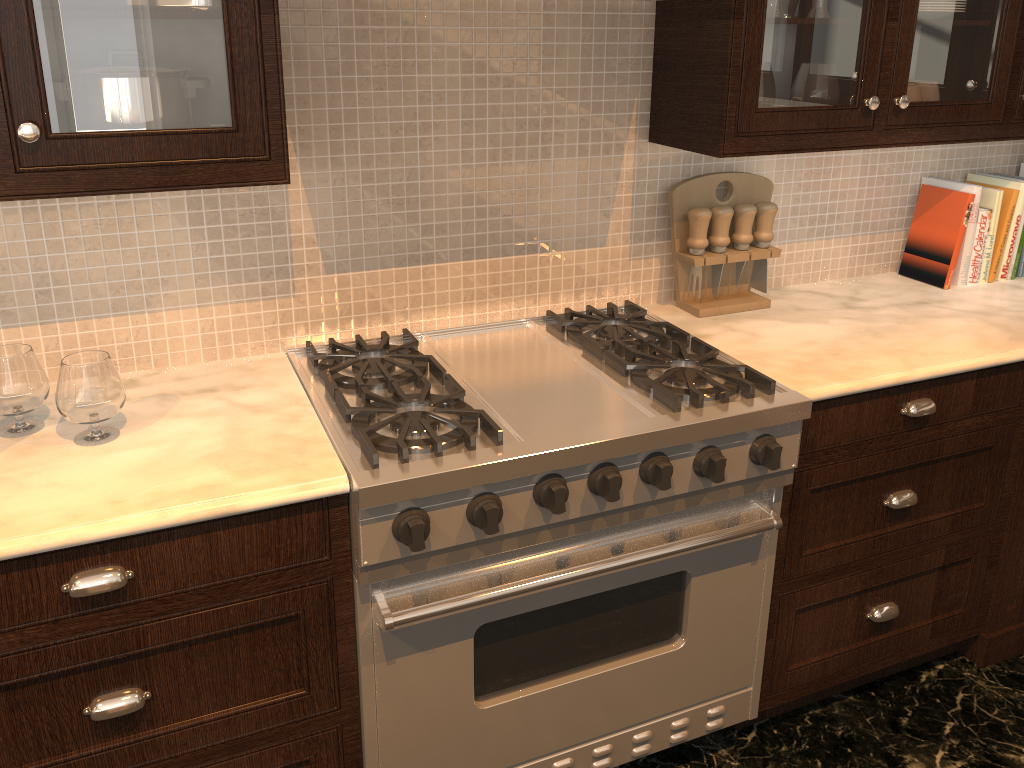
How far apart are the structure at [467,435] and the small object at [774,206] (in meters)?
0.33

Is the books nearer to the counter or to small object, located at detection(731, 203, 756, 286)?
the counter

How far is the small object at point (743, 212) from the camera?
2.2 meters

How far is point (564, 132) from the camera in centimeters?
206cm

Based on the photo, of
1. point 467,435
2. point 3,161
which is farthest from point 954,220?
point 3,161

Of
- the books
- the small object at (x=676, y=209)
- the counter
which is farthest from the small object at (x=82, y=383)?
the books

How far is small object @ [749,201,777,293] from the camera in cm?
222

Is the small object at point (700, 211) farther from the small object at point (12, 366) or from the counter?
the small object at point (12, 366)

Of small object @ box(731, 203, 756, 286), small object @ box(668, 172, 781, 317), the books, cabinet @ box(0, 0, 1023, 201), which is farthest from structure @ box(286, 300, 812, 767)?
the books

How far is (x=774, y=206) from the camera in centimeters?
222cm
